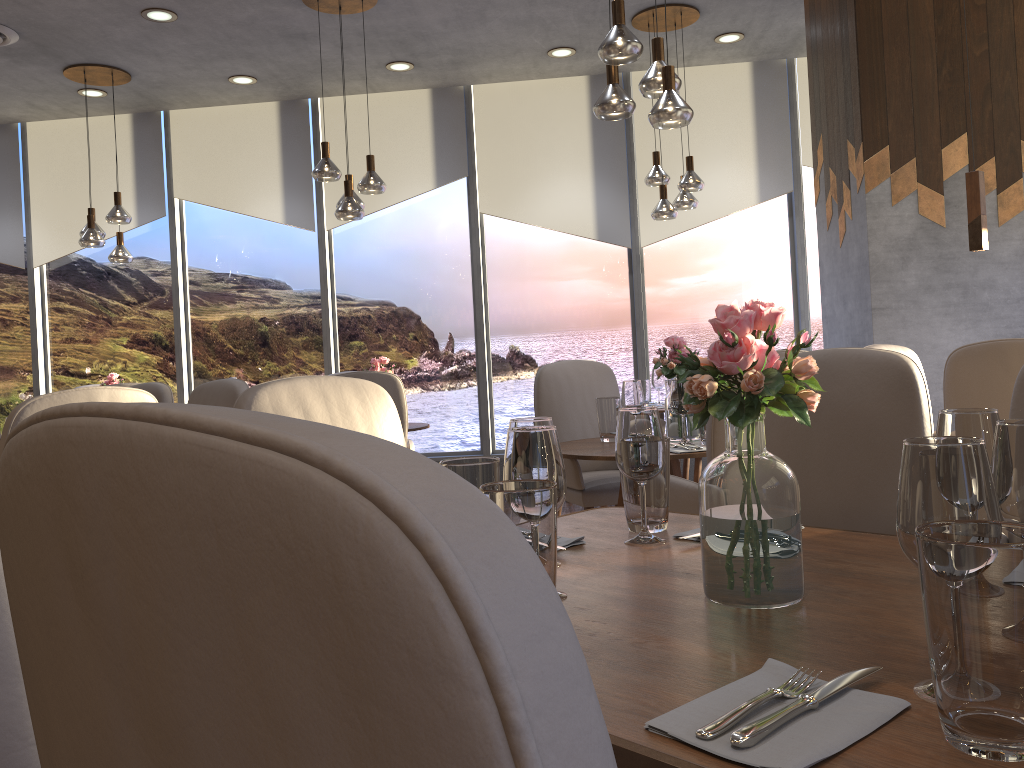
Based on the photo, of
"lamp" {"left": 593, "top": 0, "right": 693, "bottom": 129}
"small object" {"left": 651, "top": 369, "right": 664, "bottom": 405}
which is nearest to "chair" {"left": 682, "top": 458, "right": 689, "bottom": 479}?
"small object" {"left": 651, "top": 369, "right": 664, "bottom": 405}

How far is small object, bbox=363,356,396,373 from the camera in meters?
5.1 m

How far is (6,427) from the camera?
2.1m

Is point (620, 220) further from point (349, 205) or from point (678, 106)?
point (678, 106)

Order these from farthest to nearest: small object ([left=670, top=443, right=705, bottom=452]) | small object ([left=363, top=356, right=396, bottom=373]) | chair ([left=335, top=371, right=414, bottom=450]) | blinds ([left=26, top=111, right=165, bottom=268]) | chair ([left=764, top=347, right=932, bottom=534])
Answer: blinds ([left=26, top=111, right=165, bottom=268]) → small object ([left=363, top=356, right=396, bottom=373]) → chair ([left=335, top=371, right=414, bottom=450]) → small object ([left=670, top=443, right=705, bottom=452]) → chair ([left=764, top=347, right=932, bottom=534])

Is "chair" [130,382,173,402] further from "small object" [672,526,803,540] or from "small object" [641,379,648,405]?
"small object" [641,379,648,405]

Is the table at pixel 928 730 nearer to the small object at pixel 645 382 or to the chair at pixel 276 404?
the chair at pixel 276 404

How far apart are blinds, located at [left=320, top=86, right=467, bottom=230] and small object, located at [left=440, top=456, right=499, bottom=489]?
5.7m

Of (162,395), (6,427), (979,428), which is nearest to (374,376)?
(162,395)

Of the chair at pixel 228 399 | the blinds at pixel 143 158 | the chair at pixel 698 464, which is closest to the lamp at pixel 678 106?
the chair at pixel 228 399
